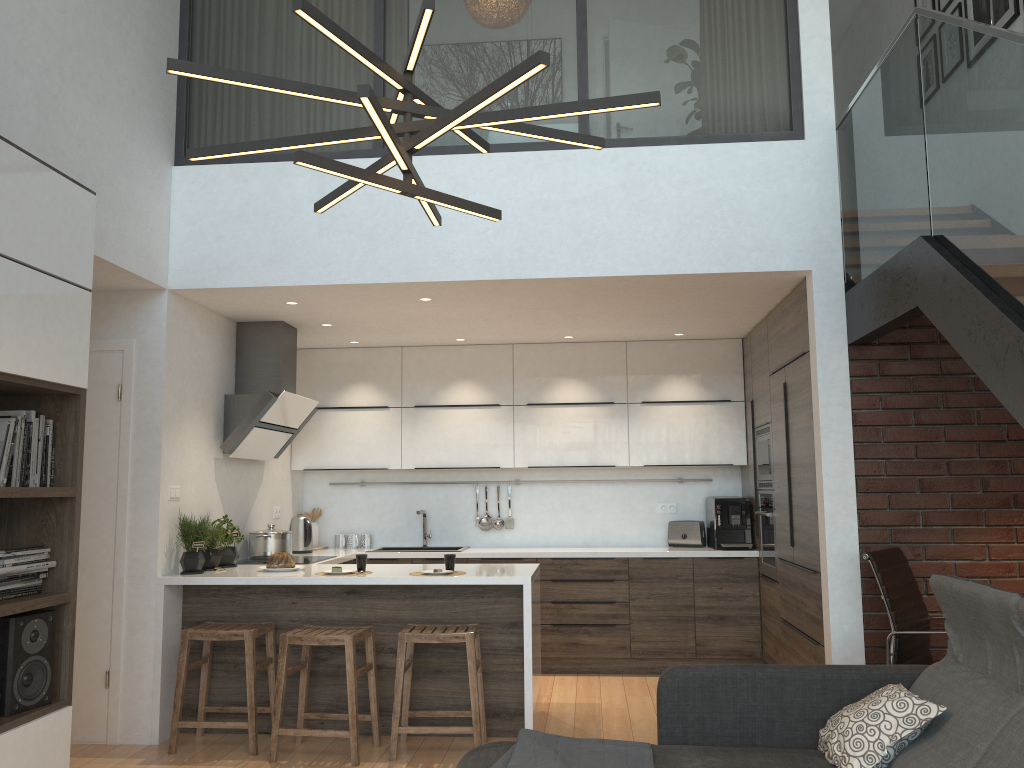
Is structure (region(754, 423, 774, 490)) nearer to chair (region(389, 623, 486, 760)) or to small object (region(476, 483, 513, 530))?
small object (region(476, 483, 513, 530))

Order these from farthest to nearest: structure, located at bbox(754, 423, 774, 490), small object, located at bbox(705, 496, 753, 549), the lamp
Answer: small object, located at bbox(705, 496, 753, 549)
structure, located at bbox(754, 423, 774, 490)
the lamp

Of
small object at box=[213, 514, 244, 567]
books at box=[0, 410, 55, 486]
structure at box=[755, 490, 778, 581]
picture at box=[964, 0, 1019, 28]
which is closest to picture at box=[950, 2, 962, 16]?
picture at box=[964, 0, 1019, 28]

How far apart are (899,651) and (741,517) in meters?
2.4

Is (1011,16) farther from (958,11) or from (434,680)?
(434,680)

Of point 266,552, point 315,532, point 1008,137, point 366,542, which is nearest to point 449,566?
point 266,552

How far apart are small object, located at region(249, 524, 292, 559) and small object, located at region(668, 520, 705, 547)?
2.8m

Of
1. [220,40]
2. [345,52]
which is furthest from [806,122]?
[220,40]

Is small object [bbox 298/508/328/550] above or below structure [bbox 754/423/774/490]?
below

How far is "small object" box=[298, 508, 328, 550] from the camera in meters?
6.9 m
